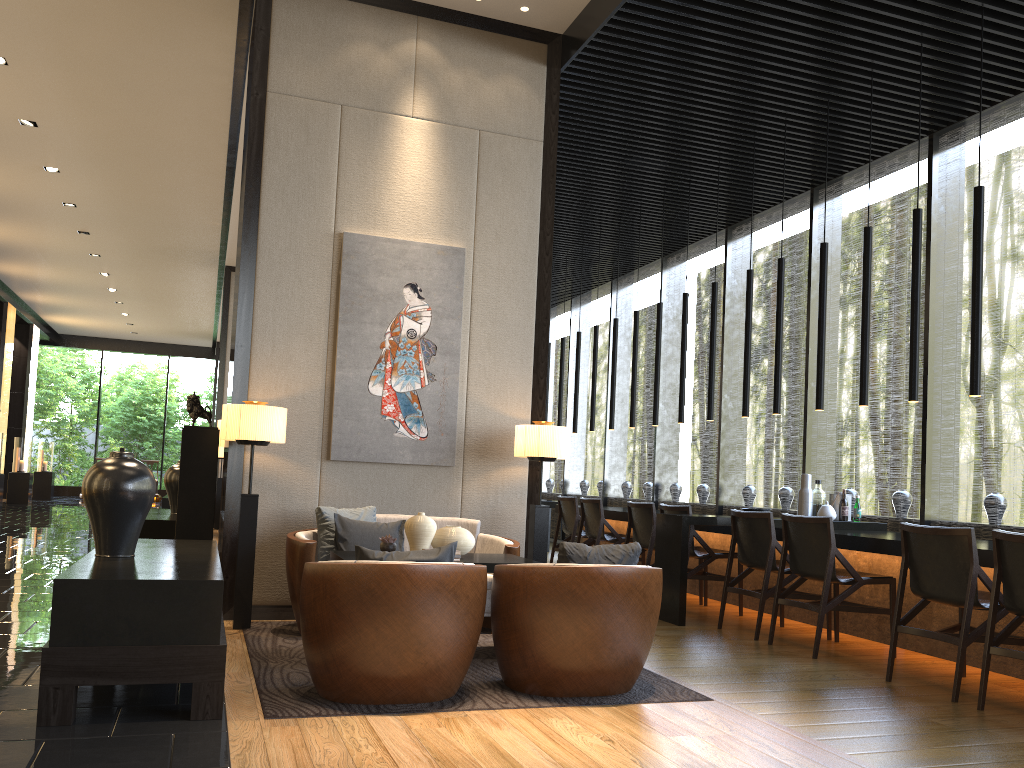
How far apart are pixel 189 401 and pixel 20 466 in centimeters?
1494cm

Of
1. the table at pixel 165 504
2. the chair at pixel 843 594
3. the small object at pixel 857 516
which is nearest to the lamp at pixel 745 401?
the small object at pixel 857 516

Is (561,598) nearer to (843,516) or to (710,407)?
(843,516)

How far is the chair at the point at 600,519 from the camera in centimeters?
812cm

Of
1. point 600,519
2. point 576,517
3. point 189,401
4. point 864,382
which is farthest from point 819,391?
point 189,401

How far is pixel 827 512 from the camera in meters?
6.6 m

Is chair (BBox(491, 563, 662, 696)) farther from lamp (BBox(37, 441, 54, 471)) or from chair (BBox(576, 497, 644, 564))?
lamp (BBox(37, 441, 54, 471))

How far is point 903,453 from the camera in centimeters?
739cm

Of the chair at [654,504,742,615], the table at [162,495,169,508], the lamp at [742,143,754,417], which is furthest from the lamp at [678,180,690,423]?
the table at [162,495,169,508]

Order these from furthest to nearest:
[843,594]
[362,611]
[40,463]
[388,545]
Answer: [40,463] → [843,594] → [388,545] → [362,611]
